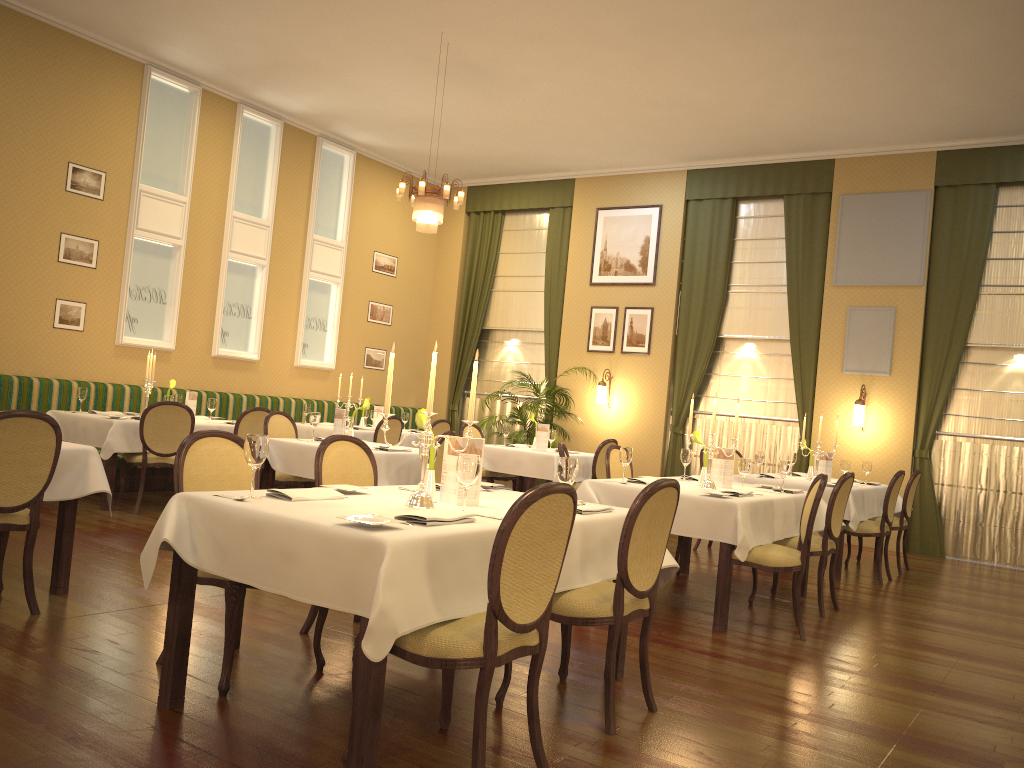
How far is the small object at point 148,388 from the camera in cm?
812

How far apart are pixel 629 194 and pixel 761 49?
4.10m

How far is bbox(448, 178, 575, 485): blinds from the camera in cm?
1234

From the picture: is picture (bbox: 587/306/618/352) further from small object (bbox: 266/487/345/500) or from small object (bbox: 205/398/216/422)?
small object (bbox: 266/487/345/500)

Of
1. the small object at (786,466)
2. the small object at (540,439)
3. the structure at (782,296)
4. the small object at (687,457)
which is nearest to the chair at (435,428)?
the small object at (540,439)

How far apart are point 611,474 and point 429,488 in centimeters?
334cm

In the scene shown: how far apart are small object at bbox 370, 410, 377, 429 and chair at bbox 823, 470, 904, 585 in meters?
5.2 m

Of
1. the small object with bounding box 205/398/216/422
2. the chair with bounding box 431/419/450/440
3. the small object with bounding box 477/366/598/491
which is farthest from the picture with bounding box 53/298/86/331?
the small object with bounding box 477/366/598/491

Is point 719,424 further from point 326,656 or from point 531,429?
Result: point 326,656

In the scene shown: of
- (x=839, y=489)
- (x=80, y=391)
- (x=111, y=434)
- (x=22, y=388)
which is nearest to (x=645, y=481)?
(x=839, y=489)
